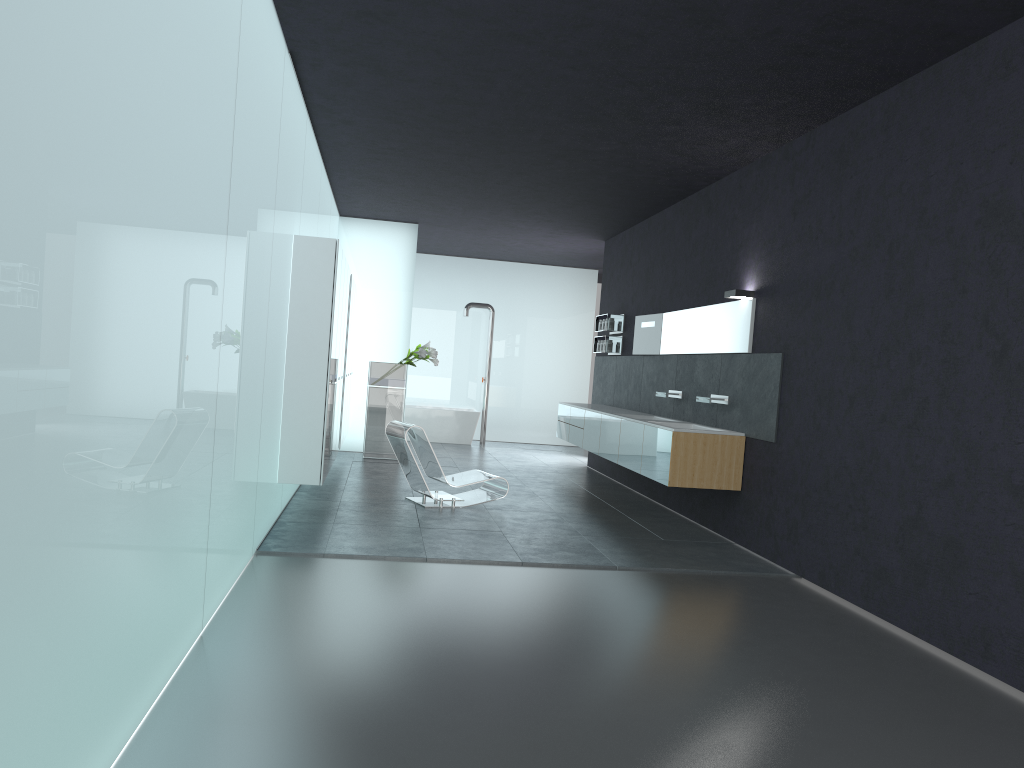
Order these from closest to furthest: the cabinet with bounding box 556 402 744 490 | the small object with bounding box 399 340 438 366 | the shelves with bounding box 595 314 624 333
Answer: the cabinet with bounding box 556 402 744 490 < the shelves with bounding box 595 314 624 333 < the small object with bounding box 399 340 438 366

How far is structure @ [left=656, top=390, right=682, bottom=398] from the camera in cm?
1046

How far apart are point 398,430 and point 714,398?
3.3m

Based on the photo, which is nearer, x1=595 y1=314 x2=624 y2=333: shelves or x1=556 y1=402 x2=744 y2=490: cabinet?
x1=556 y1=402 x2=744 y2=490: cabinet

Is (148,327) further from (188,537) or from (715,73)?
(715,73)

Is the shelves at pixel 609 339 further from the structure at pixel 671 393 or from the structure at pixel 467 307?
the structure at pixel 467 307

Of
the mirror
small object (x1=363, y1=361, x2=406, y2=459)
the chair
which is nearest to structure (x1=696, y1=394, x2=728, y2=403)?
the mirror

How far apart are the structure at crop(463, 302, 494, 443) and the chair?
7.9 meters

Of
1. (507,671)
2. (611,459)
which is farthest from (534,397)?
(507,671)

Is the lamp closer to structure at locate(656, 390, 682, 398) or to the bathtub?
structure at locate(656, 390, 682, 398)
